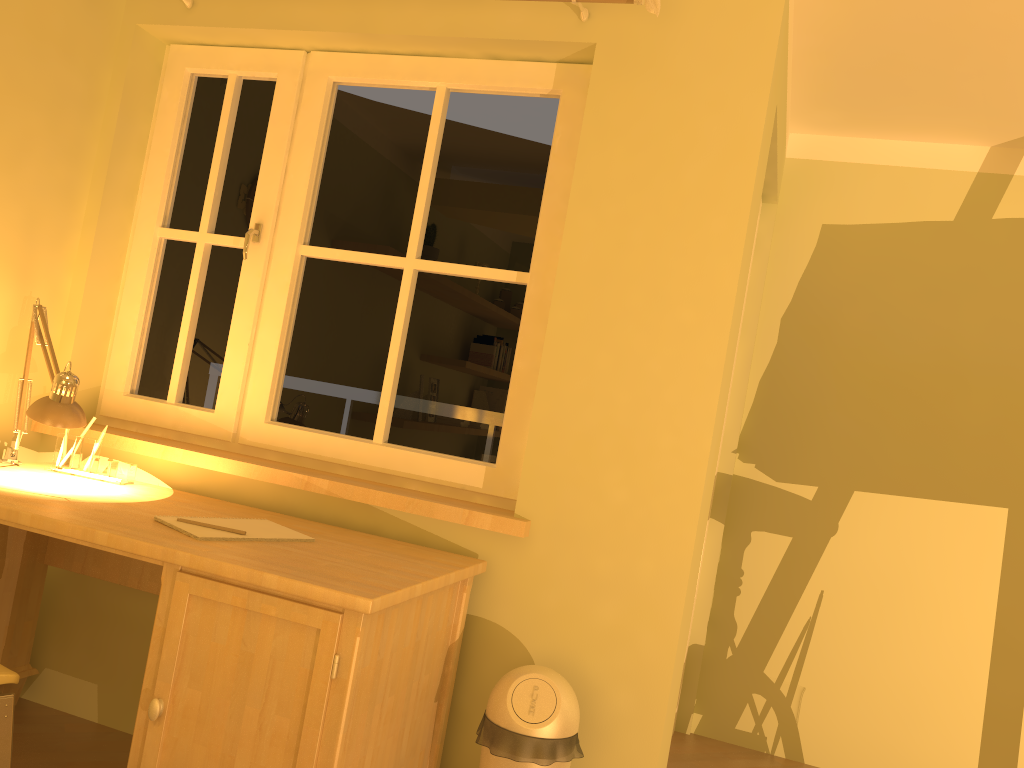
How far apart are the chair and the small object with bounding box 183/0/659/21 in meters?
2.0

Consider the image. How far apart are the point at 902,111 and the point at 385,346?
2.0 meters

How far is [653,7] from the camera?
2.1 meters

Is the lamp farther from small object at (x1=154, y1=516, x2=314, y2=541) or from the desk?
small object at (x1=154, y1=516, x2=314, y2=541)

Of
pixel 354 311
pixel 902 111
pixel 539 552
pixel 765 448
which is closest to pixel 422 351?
pixel 354 311

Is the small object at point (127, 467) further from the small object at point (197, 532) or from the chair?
the chair

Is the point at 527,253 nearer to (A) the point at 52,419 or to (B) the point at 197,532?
(B) the point at 197,532

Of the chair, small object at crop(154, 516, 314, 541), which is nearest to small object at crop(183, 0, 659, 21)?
small object at crop(154, 516, 314, 541)

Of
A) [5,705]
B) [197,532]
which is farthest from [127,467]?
[5,705]

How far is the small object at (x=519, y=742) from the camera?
1.9 meters
